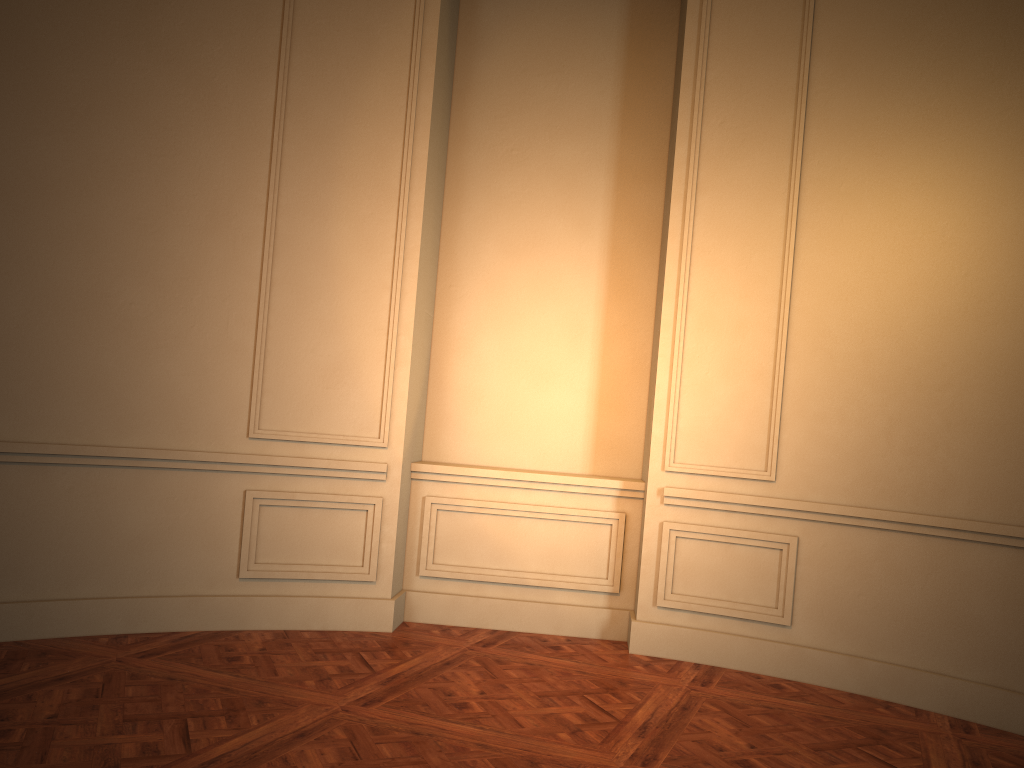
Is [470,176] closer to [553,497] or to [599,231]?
[599,231]

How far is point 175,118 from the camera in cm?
427
